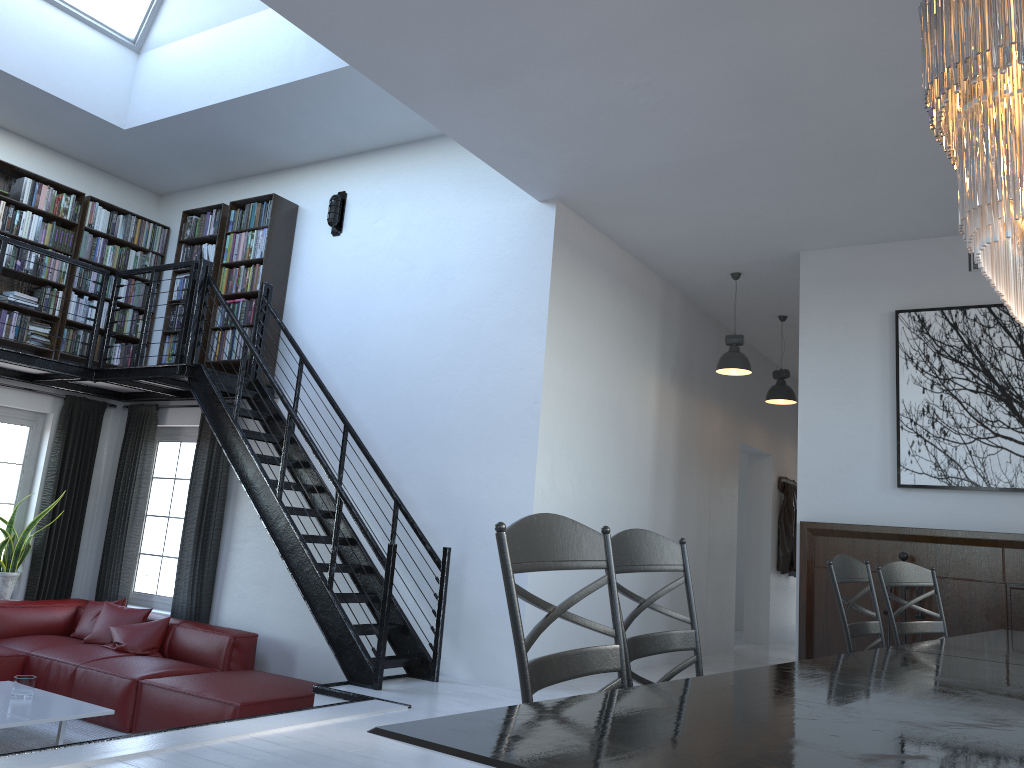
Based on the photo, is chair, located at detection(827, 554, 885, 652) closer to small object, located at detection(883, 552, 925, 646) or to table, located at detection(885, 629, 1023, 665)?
table, located at detection(885, 629, 1023, 665)

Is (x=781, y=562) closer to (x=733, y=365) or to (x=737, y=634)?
(x=737, y=634)

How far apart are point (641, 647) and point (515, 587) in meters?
0.7

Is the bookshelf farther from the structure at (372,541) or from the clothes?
the clothes

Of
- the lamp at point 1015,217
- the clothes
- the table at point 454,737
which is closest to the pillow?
the table at point 454,737

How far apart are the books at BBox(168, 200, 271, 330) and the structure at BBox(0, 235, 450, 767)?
0.14m

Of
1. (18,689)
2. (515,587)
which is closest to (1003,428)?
(515,587)

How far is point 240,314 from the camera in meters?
7.4

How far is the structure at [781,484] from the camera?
10.78m

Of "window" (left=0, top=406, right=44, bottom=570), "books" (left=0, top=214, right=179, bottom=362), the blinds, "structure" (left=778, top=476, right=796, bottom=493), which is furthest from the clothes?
"window" (left=0, top=406, right=44, bottom=570)
